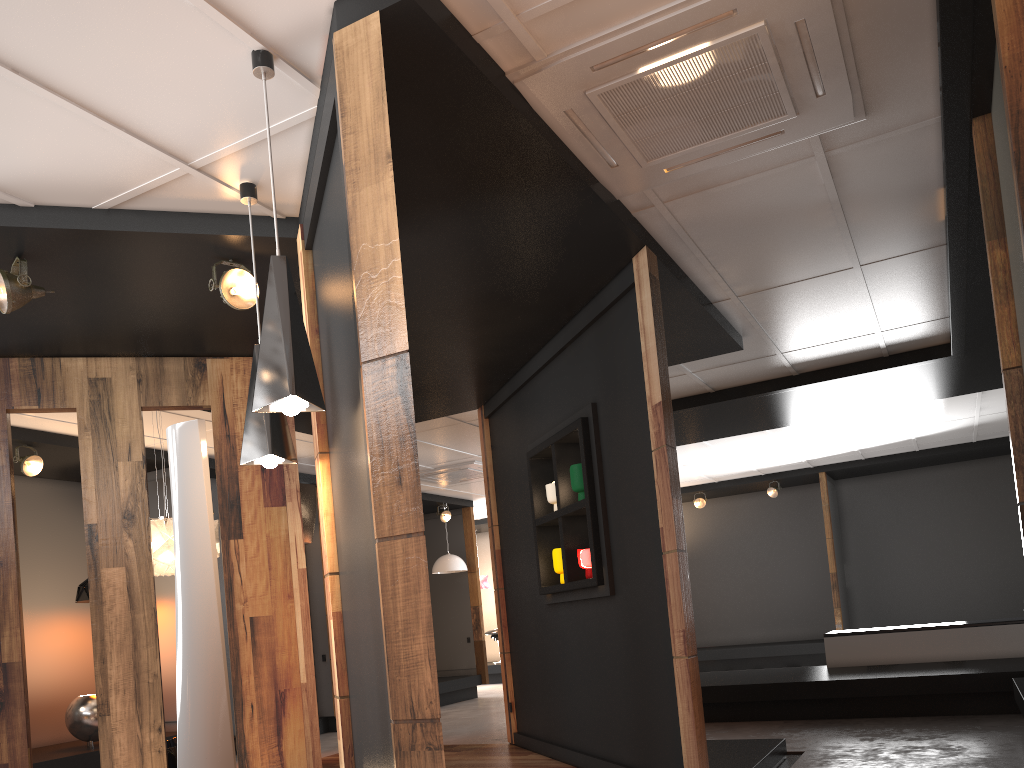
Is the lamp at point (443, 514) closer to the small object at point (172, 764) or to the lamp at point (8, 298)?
the small object at point (172, 764)

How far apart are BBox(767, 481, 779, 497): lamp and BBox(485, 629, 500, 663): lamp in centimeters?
548cm

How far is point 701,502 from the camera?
13.9m

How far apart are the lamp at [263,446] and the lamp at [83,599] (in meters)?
5.08

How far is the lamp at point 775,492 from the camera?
13.3 meters

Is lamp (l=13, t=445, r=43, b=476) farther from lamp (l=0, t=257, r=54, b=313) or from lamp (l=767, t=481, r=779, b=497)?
lamp (l=767, t=481, r=779, b=497)

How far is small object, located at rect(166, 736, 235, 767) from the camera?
5.3 meters

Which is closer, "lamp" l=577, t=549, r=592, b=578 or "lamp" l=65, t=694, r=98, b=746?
"lamp" l=577, t=549, r=592, b=578

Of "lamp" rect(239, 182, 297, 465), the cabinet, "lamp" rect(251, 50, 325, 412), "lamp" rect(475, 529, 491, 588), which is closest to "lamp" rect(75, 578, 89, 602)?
"lamp" rect(239, 182, 297, 465)

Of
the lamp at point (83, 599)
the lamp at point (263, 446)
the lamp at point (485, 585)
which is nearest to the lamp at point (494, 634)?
the lamp at point (485, 585)
